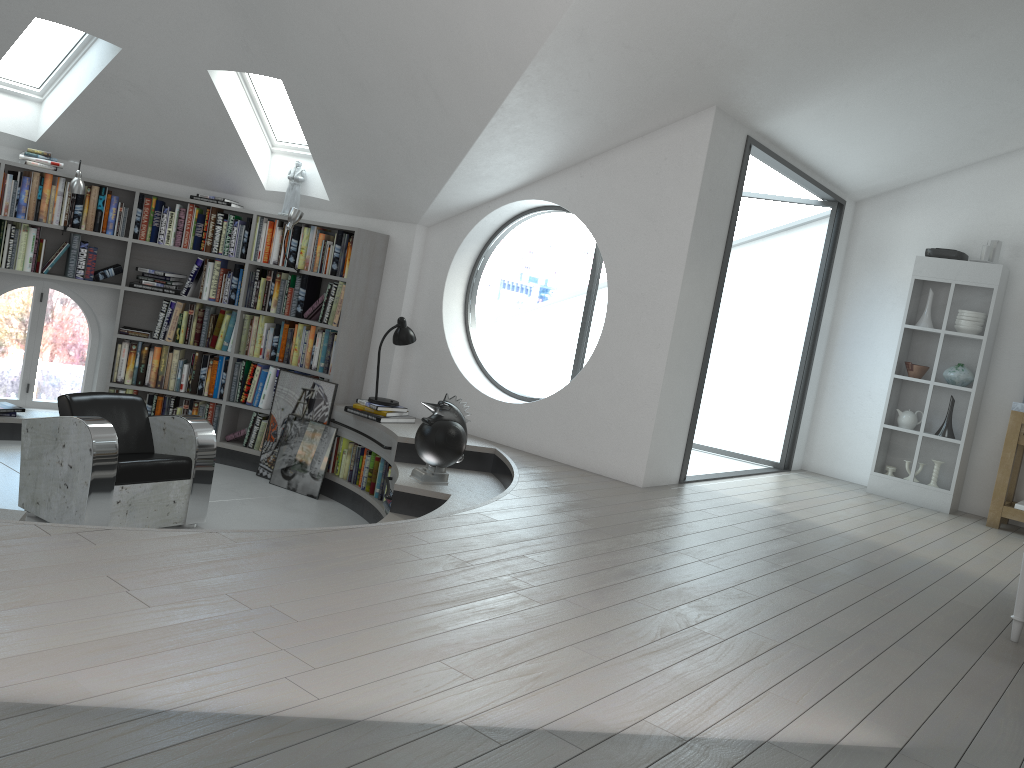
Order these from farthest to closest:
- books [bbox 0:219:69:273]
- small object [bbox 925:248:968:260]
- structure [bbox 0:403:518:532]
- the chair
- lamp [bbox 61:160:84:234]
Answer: small object [bbox 925:248:968:260] < books [bbox 0:219:69:273] < lamp [bbox 61:160:84:234] < structure [bbox 0:403:518:532] < the chair

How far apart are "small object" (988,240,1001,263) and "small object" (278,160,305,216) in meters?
5.5

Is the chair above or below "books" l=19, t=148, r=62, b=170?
below

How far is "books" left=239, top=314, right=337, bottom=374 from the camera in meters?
6.9

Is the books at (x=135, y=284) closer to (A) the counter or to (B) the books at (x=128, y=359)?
(B) the books at (x=128, y=359)

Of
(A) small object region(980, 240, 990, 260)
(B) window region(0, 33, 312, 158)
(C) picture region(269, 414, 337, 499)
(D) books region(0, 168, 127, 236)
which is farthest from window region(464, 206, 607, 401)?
(A) small object region(980, 240, 990, 260)

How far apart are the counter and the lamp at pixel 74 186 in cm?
708

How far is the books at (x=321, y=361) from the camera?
6.9 meters

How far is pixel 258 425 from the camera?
7.13m

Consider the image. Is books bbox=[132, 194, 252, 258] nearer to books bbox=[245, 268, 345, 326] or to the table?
books bbox=[245, 268, 345, 326]
